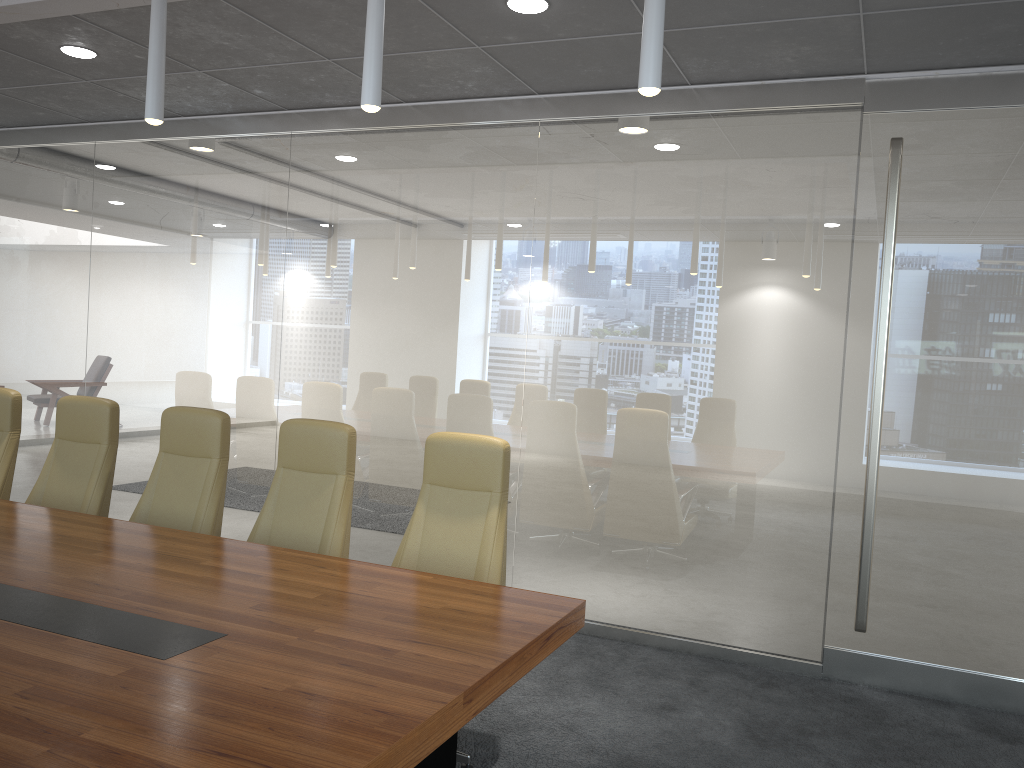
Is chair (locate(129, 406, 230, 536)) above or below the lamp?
below

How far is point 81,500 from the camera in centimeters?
496cm

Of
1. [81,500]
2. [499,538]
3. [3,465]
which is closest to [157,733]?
[499,538]

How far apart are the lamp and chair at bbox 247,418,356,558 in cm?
162

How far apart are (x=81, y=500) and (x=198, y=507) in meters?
0.8

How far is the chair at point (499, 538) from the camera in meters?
4.1

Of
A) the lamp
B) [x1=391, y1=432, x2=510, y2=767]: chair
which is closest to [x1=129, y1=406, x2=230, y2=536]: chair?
[x1=391, y1=432, x2=510, y2=767]: chair

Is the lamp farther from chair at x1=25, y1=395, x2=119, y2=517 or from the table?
chair at x1=25, y1=395, x2=119, y2=517

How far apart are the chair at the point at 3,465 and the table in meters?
1.0

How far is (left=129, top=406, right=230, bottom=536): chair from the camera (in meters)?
4.66
